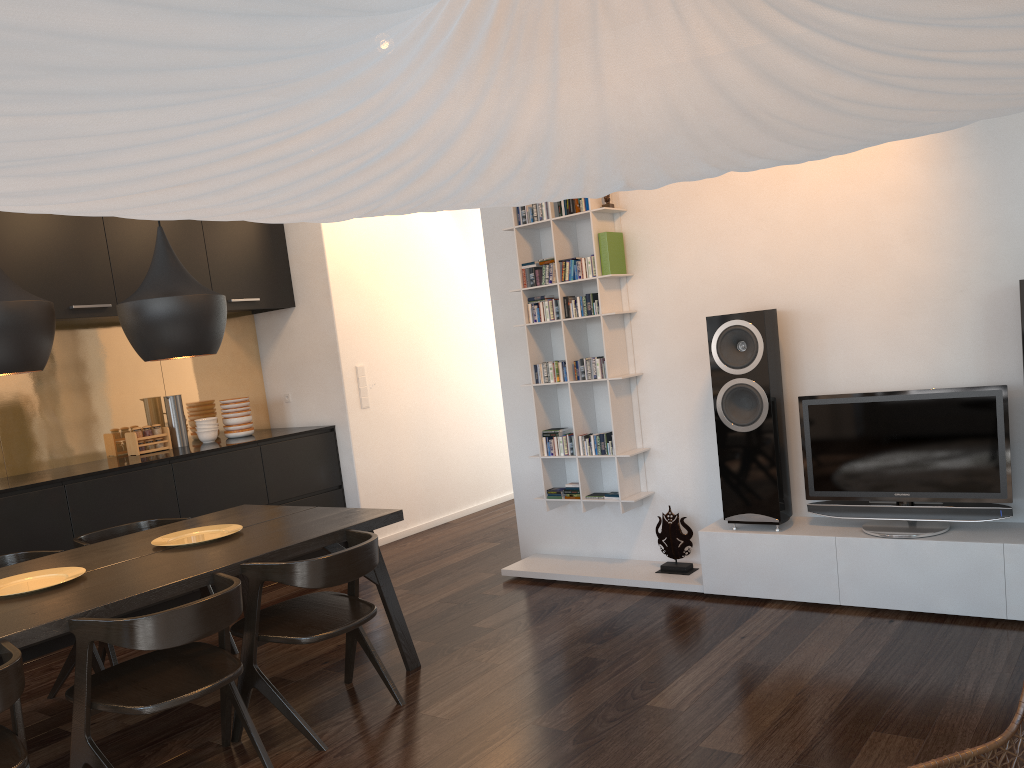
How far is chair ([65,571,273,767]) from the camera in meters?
2.5 m

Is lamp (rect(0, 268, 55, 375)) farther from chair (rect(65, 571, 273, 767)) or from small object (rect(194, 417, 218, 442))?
small object (rect(194, 417, 218, 442))

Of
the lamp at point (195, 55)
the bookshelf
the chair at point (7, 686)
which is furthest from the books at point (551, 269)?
the lamp at point (195, 55)

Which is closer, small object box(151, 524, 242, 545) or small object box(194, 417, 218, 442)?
small object box(151, 524, 242, 545)

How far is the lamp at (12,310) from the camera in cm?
286

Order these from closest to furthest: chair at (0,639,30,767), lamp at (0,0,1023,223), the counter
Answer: lamp at (0,0,1023,223)
chair at (0,639,30,767)
the counter

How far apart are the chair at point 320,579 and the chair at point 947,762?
2.0m

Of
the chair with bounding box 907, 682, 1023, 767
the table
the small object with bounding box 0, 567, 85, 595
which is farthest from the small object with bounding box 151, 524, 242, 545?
the chair with bounding box 907, 682, 1023, 767

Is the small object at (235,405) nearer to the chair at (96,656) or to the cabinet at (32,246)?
the cabinet at (32,246)

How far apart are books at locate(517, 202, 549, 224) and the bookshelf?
0.03m
